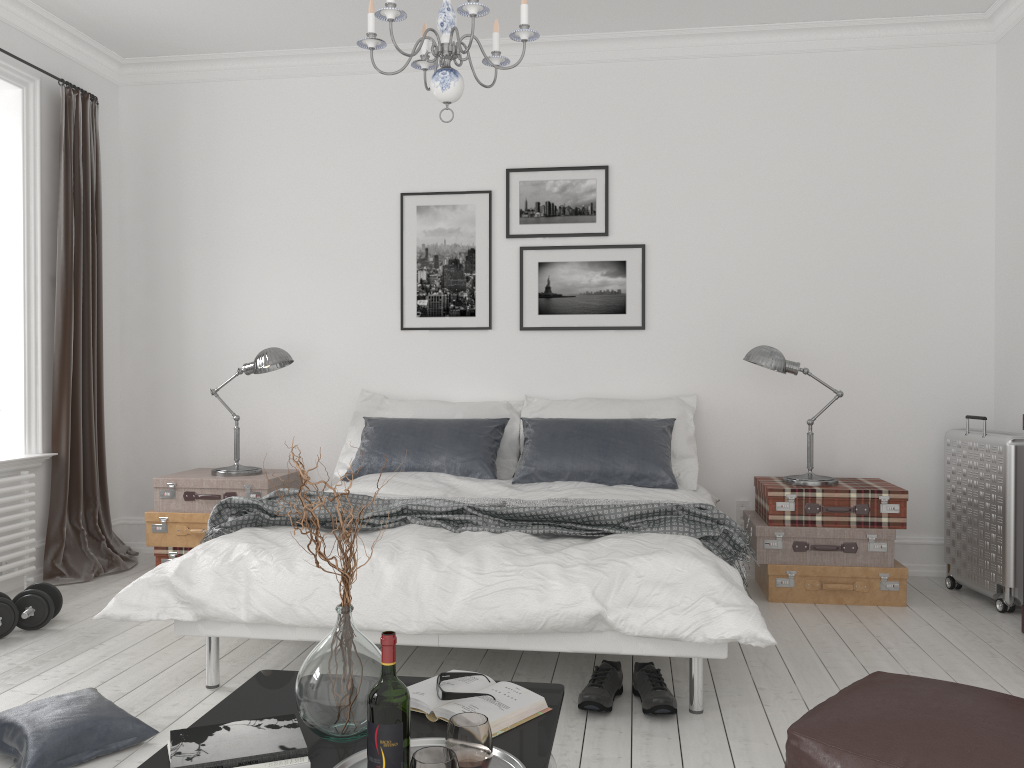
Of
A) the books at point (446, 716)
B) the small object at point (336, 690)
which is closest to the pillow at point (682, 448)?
the books at point (446, 716)

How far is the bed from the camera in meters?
2.7

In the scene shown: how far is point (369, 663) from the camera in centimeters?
189cm

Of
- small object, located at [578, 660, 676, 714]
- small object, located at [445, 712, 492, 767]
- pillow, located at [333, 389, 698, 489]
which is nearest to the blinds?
pillow, located at [333, 389, 698, 489]

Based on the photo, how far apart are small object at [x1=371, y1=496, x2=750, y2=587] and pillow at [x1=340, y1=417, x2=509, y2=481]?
0.79m

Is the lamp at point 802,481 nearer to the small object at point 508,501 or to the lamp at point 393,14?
the small object at point 508,501

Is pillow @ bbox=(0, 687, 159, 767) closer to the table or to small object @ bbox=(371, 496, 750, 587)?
the table

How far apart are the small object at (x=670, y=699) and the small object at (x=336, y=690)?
1.1m

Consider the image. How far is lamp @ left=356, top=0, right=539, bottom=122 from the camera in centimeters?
262cm

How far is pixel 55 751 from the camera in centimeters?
244cm
